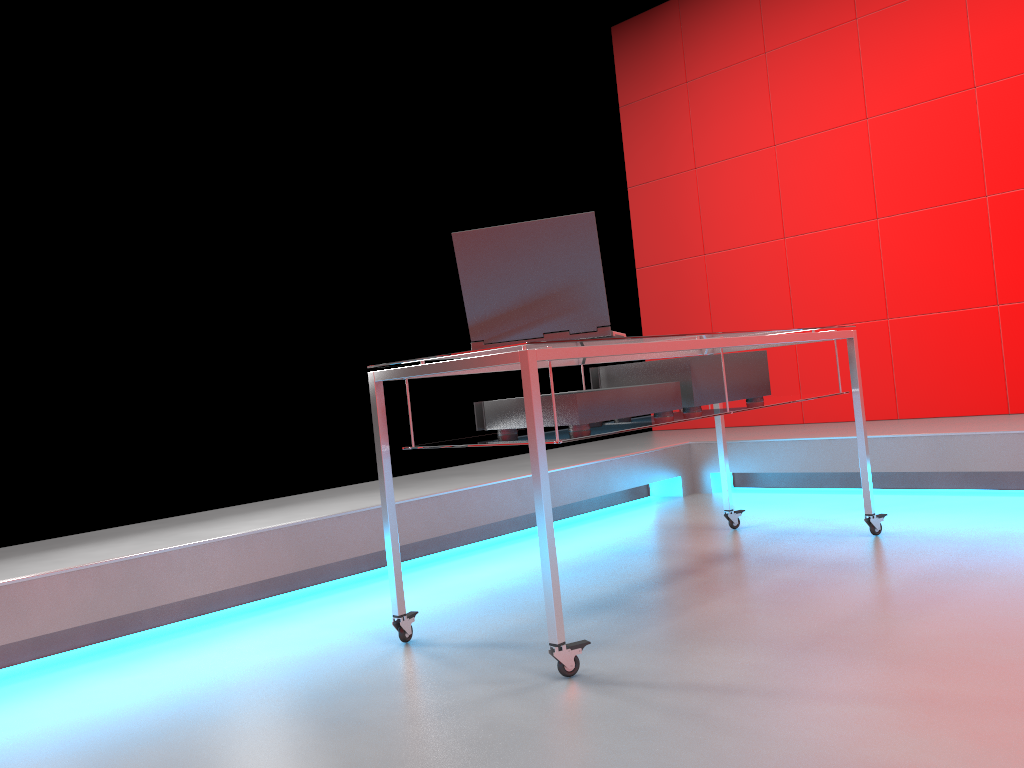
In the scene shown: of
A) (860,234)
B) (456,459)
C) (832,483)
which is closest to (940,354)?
(860,234)

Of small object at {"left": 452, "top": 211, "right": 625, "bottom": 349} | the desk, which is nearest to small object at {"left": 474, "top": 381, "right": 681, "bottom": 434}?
the desk

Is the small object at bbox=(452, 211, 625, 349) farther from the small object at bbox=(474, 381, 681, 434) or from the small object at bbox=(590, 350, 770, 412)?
the small object at bbox=(590, 350, 770, 412)

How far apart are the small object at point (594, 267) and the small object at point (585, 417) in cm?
15

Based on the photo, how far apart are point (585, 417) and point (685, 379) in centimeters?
47cm

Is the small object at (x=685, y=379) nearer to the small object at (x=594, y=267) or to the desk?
the desk

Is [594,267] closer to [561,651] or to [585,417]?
[585,417]

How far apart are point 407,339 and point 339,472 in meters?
0.7

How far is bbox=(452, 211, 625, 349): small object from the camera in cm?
201

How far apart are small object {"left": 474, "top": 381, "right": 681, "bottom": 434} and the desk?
0.0 meters
